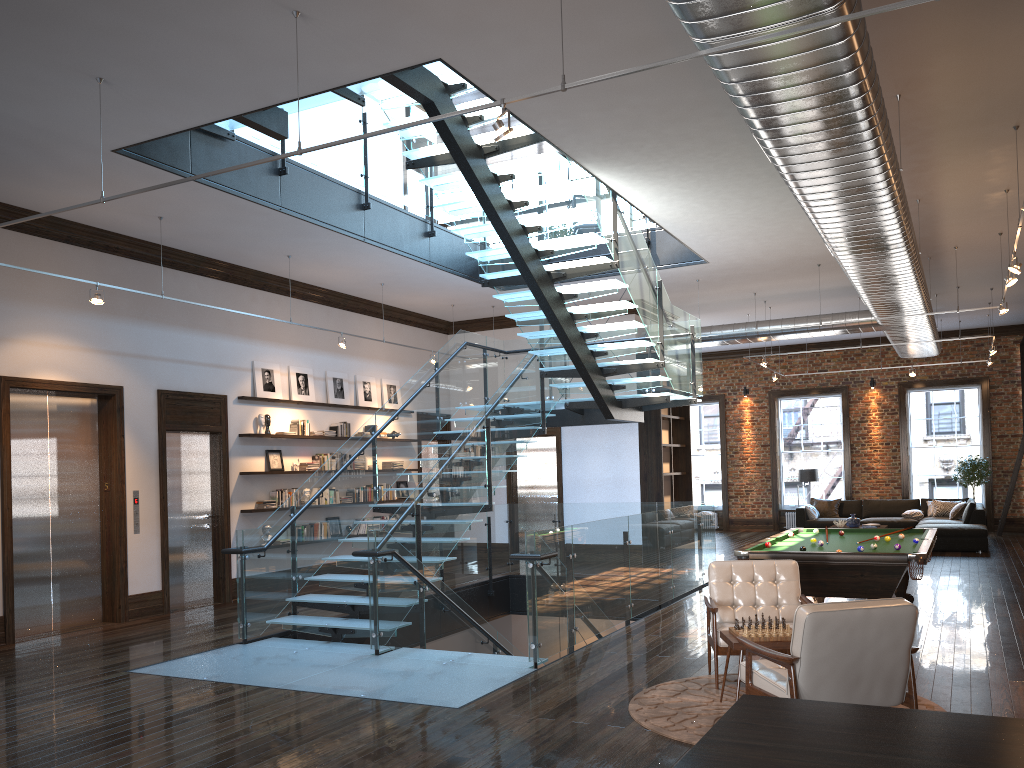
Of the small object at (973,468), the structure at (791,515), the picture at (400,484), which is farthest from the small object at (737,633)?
the structure at (791,515)

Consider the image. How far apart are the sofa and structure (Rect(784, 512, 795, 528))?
2.24m

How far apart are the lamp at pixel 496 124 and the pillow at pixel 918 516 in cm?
1549

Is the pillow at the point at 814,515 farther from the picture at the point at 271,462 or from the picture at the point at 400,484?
the picture at the point at 271,462

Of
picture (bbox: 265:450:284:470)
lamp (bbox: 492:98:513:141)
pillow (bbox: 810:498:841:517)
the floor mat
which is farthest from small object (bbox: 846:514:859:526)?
lamp (bbox: 492:98:513:141)

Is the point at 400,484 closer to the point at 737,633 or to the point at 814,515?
the point at 814,515

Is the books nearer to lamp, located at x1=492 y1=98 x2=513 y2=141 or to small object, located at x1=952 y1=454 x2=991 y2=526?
lamp, located at x1=492 y1=98 x2=513 y2=141

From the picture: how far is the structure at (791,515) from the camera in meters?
21.0

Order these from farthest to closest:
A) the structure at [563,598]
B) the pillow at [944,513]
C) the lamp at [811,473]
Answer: the lamp at [811,473]
the pillow at [944,513]
the structure at [563,598]

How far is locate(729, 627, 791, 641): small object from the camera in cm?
562
